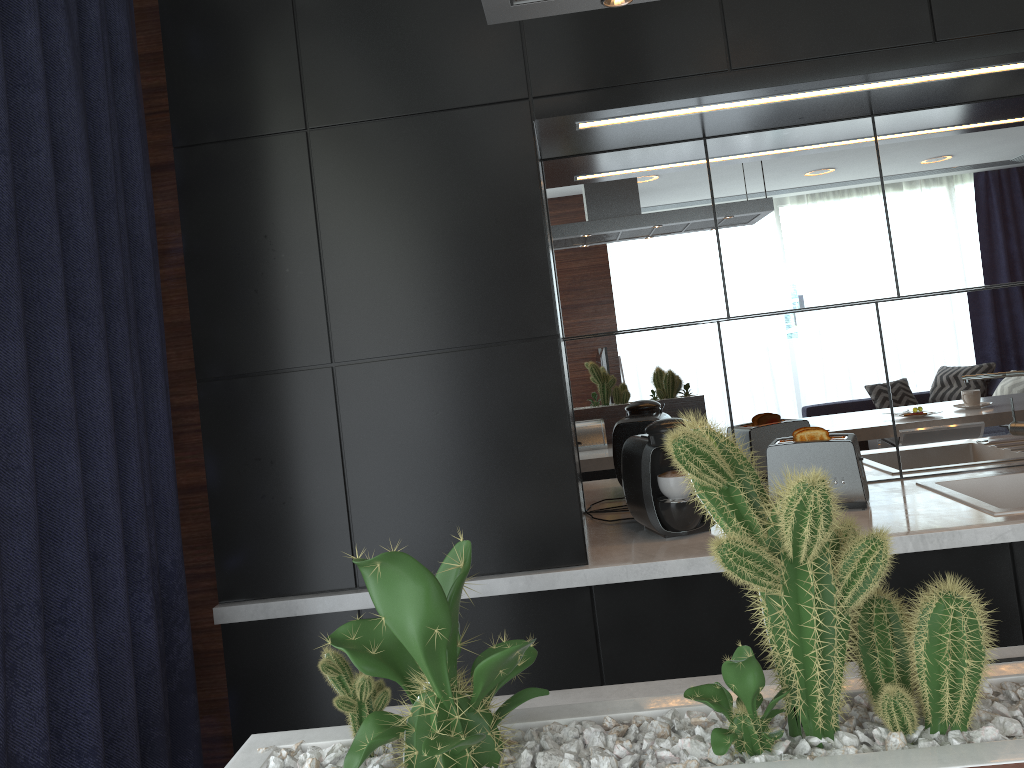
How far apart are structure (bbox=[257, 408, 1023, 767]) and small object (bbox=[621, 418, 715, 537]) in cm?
155

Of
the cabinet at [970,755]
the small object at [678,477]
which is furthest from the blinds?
the small object at [678,477]

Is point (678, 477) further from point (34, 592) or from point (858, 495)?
point (34, 592)

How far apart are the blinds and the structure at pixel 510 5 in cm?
94

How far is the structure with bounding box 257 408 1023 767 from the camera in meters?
0.7

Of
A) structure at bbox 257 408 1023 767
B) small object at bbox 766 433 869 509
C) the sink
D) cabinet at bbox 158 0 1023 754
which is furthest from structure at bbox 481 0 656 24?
the sink

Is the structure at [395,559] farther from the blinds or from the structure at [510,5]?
the blinds

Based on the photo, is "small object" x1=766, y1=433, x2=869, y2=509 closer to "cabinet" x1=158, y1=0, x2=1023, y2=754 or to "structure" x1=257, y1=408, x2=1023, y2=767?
"cabinet" x1=158, y1=0, x2=1023, y2=754

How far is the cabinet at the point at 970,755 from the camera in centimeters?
66cm

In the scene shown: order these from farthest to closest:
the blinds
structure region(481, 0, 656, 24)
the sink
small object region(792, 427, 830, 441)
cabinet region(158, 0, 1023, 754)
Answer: small object region(792, 427, 830, 441) → the sink → cabinet region(158, 0, 1023, 754) → the blinds → structure region(481, 0, 656, 24)
